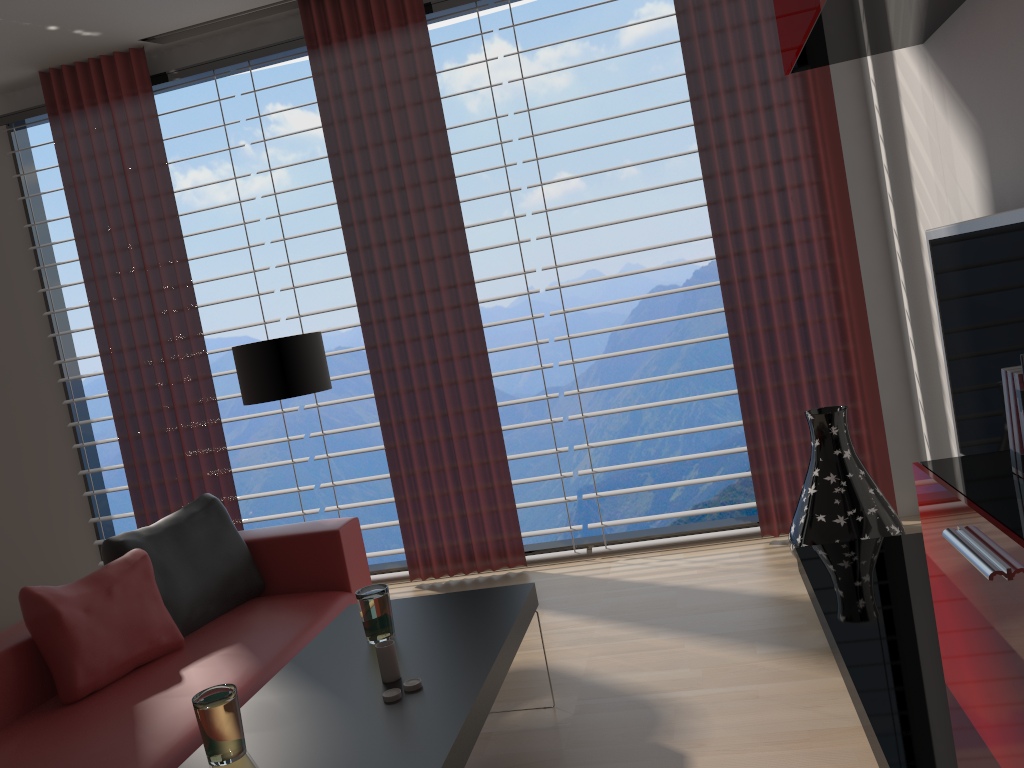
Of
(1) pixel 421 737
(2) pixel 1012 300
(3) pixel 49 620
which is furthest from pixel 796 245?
(3) pixel 49 620

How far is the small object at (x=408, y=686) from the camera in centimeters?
307cm

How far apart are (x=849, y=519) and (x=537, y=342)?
2.4m

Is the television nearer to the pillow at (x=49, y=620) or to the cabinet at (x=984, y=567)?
the cabinet at (x=984, y=567)

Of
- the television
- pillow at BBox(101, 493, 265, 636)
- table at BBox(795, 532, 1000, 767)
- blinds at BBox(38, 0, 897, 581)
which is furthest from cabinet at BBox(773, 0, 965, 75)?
pillow at BBox(101, 493, 265, 636)

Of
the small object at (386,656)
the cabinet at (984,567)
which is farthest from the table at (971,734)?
the small object at (386,656)

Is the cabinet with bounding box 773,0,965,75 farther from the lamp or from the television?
the lamp

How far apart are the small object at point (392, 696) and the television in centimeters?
267cm

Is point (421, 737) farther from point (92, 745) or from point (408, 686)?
point (92, 745)

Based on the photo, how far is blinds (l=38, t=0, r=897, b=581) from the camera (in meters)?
5.72
